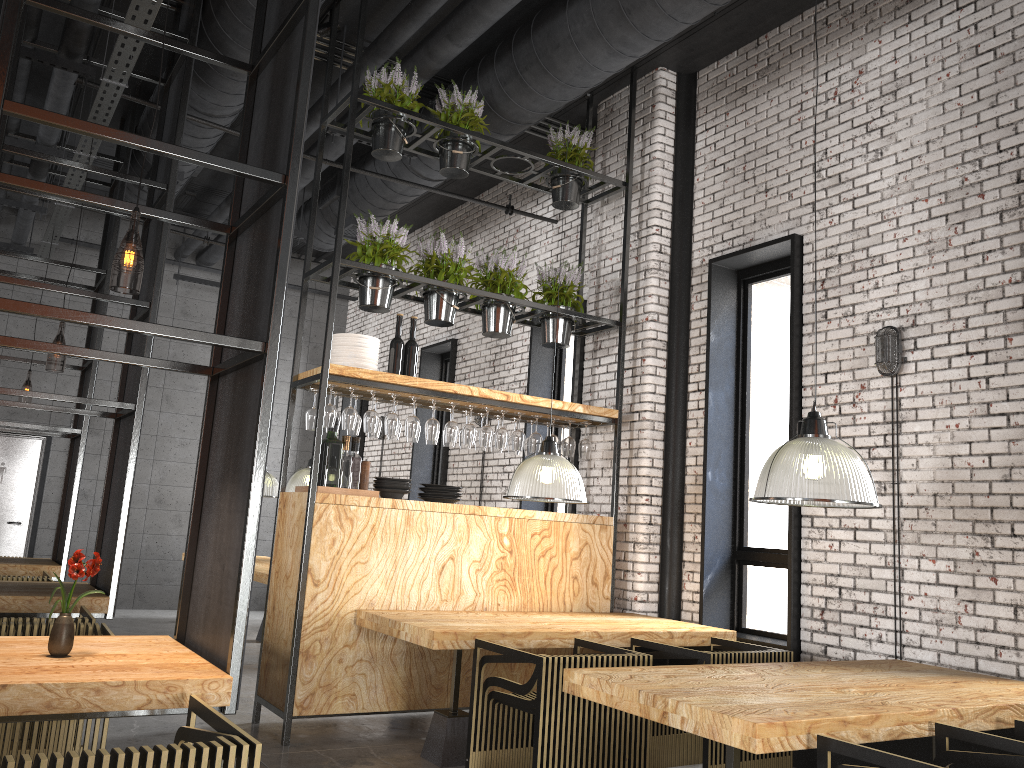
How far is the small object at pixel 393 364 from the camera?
5.96m

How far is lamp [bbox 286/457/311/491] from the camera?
8.6m

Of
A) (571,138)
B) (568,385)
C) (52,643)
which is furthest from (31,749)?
(568,385)

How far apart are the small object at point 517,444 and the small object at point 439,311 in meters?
0.9 m

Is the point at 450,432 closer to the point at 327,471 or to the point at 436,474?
the point at 327,471

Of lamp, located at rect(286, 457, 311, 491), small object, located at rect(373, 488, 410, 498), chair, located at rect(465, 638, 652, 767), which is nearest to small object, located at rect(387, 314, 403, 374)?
small object, located at rect(373, 488, 410, 498)

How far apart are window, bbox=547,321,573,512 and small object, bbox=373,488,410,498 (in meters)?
2.79

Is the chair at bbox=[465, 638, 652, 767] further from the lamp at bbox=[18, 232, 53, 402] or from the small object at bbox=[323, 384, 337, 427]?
the lamp at bbox=[18, 232, 53, 402]

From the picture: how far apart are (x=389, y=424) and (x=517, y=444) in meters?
1.0

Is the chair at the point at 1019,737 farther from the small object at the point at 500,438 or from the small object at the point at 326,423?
the small object at the point at 326,423
